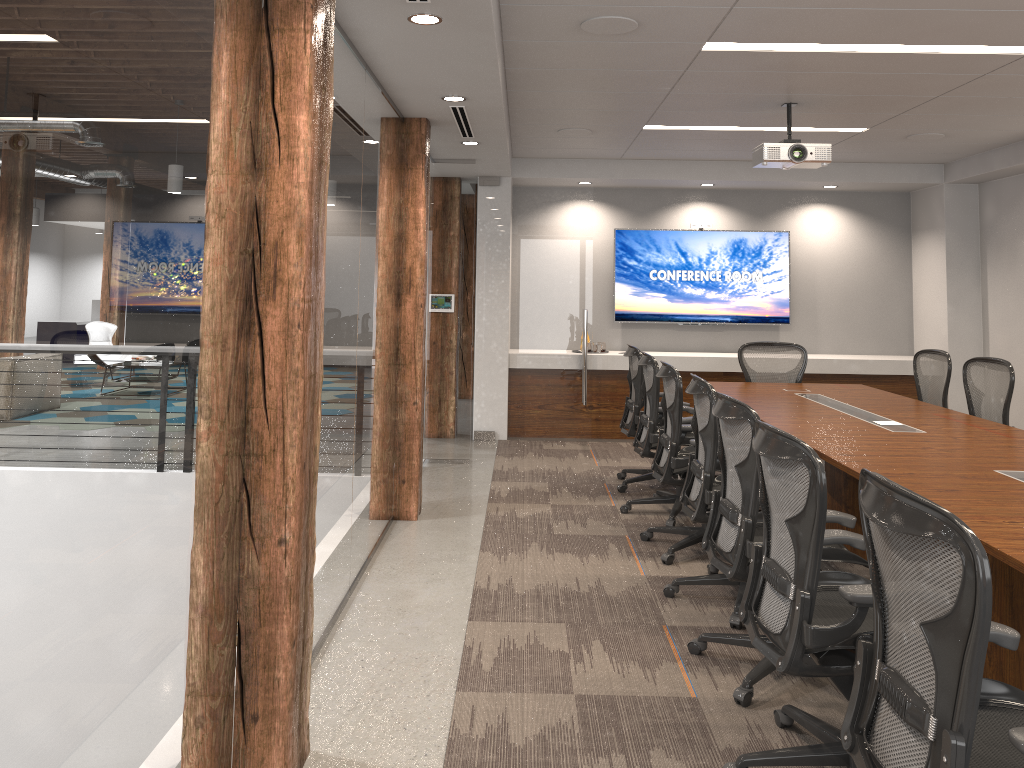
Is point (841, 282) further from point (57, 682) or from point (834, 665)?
point (57, 682)

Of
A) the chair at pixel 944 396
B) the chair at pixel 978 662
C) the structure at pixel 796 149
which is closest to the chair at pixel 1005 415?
the chair at pixel 944 396

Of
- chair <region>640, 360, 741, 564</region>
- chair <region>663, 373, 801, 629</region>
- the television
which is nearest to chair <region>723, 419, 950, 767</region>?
chair <region>663, 373, 801, 629</region>

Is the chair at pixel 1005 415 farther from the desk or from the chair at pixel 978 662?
the chair at pixel 978 662

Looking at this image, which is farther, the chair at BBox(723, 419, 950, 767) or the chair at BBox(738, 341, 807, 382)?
the chair at BBox(738, 341, 807, 382)

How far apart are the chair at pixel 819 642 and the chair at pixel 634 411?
3.5 meters

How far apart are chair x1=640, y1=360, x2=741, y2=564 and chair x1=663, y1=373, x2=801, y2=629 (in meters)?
0.25

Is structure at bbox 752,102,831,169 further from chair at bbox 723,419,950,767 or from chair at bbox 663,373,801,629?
chair at bbox 723,419,950,767

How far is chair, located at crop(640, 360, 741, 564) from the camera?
5.0 meters

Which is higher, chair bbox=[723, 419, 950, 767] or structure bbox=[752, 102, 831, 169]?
structure bbox=[752, 102, 831, 169]
